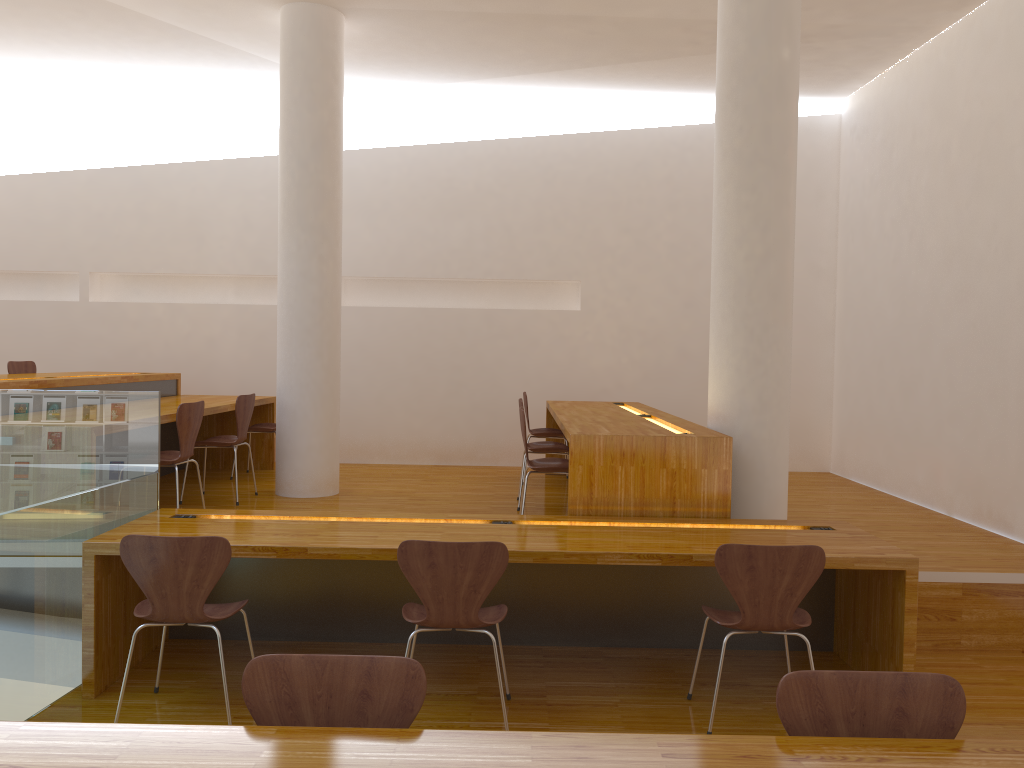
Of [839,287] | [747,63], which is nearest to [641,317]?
[839,287]

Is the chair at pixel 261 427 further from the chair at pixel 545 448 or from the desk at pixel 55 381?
the chair at pixel 545 448

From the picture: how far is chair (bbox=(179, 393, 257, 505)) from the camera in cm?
560

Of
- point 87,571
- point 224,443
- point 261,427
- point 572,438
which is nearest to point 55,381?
point 224,443

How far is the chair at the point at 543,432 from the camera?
6.7 meters

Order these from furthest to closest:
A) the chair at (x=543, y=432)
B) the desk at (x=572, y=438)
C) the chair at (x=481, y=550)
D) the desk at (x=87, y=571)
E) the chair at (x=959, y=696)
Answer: the chair at (x=543, y=432) < the desk at (x=572, y=438) < the desk at (x=87, y=571) < the chair at (x=481, y=550) < the chair at (x=959, y=696)

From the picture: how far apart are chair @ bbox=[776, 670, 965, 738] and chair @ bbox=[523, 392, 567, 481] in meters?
4.9 m

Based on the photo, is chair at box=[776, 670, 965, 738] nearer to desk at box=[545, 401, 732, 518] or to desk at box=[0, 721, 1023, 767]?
desk at box=[0, 721, 1023, 767]

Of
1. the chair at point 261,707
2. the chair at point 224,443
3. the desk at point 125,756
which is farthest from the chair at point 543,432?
the desk at point 125,756

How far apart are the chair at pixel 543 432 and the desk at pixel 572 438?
0.2 meters
